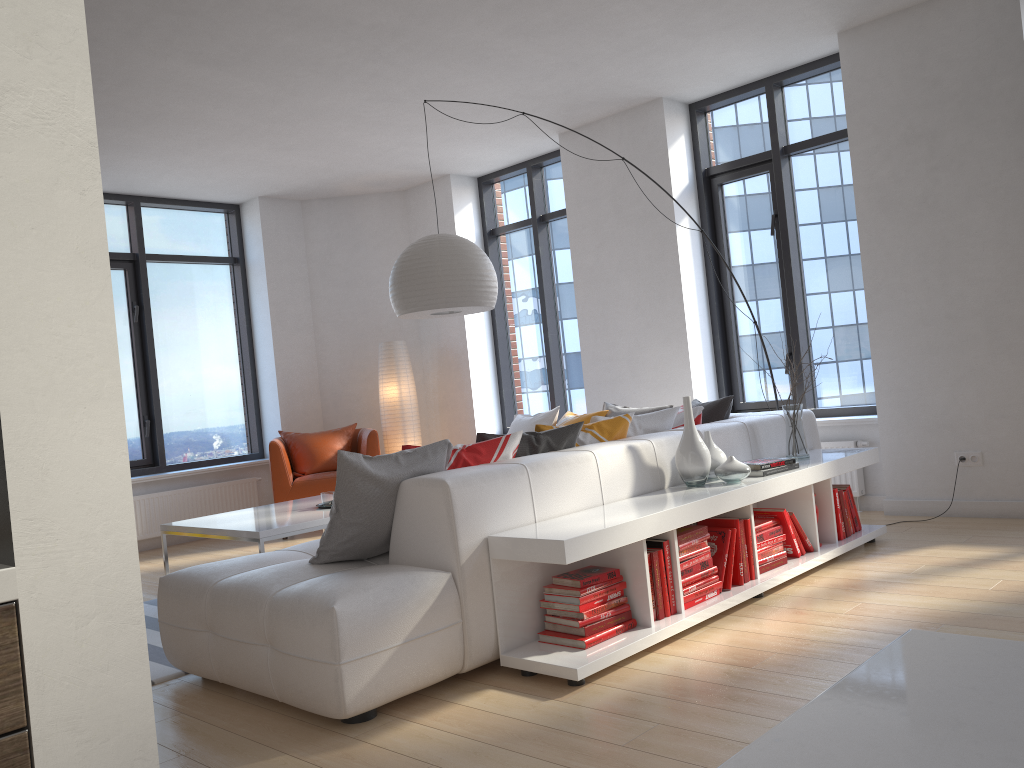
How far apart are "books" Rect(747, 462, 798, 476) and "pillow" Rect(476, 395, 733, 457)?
0.83m

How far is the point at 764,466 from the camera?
4.04m

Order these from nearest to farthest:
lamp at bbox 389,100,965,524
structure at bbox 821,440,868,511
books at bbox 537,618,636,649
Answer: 1. books at bbox 537,618,636,649
2. lamp at bbox 389,100,965,524
3. structure at bbox 821,440,868,511

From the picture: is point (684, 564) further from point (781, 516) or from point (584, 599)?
point (781, 516)

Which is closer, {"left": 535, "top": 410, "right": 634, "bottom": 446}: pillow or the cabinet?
the cabinet

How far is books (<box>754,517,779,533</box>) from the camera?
4.0m

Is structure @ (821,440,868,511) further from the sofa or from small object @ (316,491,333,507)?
small object @ (316,491,333,507)

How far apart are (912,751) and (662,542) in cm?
313

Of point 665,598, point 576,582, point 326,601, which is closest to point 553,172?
A: point 665,598

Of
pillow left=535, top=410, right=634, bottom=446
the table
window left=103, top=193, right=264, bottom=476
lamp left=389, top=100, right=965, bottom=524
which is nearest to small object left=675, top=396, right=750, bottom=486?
pillow left=535, top=410, right=634, bottom=446
